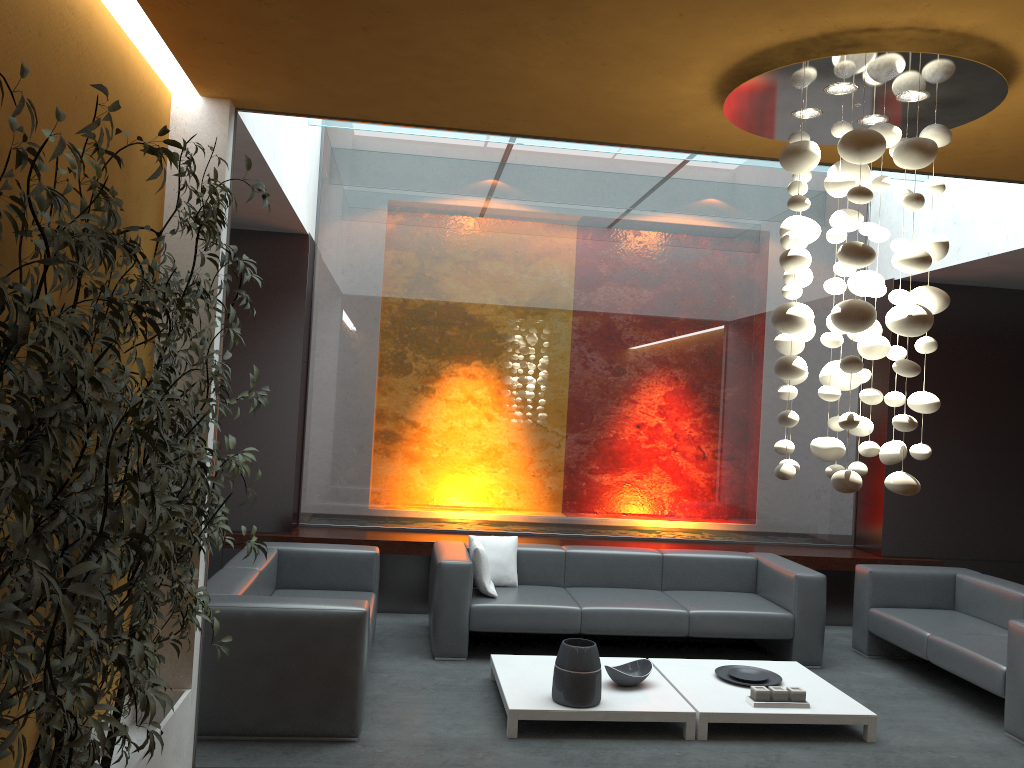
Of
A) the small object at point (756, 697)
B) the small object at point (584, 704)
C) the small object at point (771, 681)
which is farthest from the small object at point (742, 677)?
the small object at point (584, 704)

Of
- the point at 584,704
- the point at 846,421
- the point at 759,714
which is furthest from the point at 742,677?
the point at 846,421

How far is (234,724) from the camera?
4.3m

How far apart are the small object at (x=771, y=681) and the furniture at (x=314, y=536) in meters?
2.1

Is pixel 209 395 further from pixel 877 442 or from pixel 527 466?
pixel 877 442

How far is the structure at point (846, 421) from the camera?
3.05m

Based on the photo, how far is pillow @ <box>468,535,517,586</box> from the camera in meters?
6.5 m

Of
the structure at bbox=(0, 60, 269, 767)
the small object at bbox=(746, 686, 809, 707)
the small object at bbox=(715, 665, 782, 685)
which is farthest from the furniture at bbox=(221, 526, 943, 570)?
the structure at bbox=(0, 60, 269, 767)

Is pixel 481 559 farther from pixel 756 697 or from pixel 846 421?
pixel 846 421

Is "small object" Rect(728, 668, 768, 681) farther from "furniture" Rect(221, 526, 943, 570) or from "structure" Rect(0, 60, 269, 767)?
"structure" Rect(0, 60, 269, 767)
